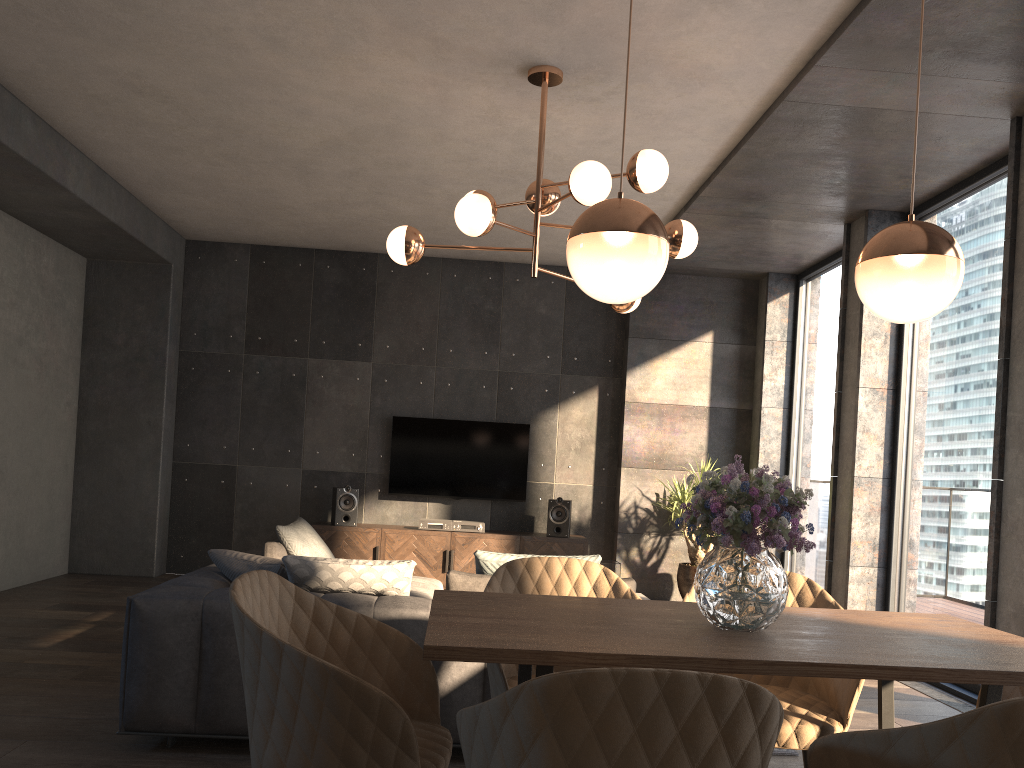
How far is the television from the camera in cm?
806

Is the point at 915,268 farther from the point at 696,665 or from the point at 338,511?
the point at 338,511

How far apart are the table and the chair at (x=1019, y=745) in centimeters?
15cm

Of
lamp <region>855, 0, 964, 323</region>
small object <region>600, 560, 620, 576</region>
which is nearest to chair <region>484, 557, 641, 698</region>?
lamp <region>855, 0, 964, 323</region>

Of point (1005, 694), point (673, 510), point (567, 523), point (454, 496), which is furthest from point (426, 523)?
point (1005, 694)

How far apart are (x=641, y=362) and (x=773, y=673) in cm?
657

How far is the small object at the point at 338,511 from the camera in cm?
758

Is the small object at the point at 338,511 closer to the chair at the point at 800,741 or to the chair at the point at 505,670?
the chair at the point at 505,670

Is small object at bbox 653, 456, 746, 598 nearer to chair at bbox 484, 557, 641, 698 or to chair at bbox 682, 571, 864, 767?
chair at bbox 682, 571, 864, 767

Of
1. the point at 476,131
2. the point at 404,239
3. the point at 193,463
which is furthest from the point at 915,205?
the point at 193,463
